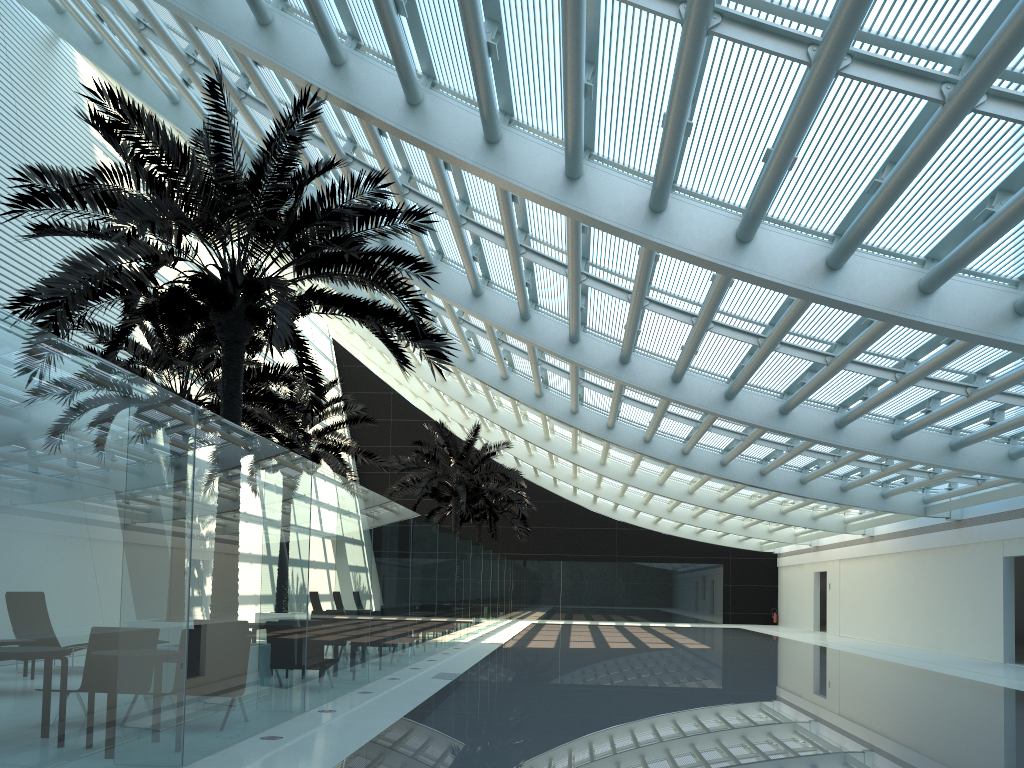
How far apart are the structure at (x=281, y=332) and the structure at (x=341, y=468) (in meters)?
7.75

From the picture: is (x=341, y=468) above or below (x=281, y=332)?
above

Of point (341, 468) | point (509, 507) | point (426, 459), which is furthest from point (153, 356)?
point (509, 507)

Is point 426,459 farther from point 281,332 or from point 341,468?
point 281,332

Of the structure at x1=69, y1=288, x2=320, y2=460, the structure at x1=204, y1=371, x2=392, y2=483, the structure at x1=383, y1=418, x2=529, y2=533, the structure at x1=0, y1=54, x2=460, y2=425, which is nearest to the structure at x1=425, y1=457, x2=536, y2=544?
the structure at x1=383, y1=418, x2=529, y2=533

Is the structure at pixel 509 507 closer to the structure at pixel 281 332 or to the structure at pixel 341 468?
the structure at pixel 341 468

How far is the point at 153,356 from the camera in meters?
14.7 m

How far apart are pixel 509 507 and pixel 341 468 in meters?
15.0 m

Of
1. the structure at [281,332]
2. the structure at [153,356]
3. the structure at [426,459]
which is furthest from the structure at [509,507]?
the structure at [281,332]

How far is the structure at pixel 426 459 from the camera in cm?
2712
